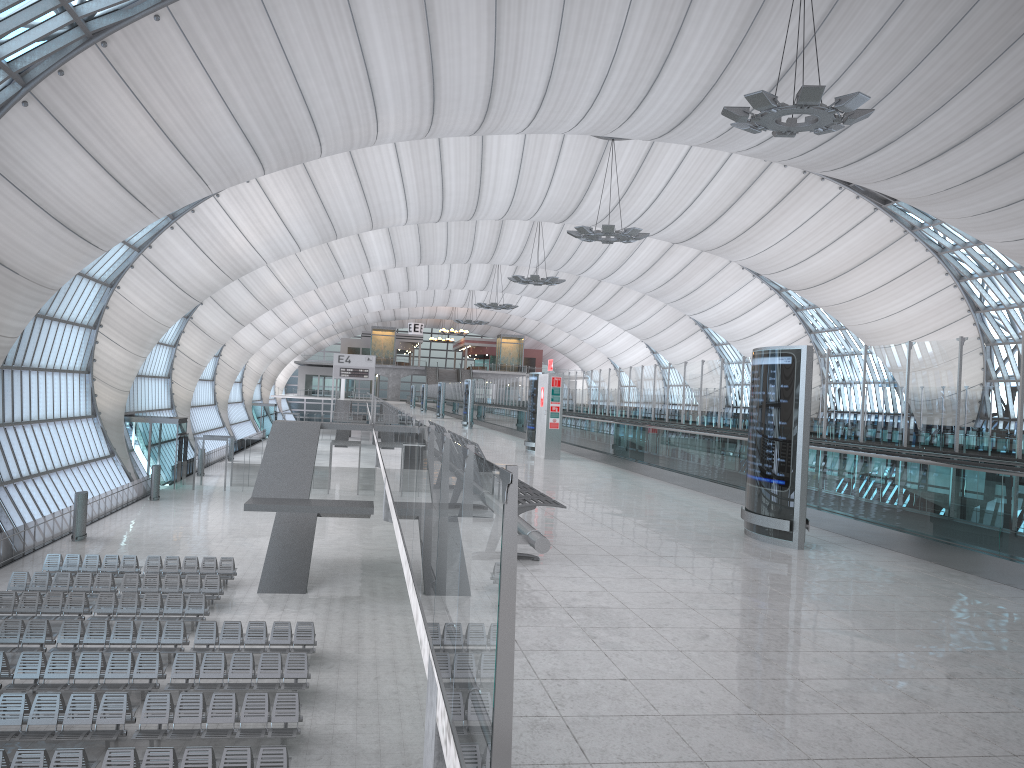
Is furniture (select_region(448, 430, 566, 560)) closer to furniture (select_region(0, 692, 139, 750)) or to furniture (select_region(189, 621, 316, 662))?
furniture (select_region(0, 692, 139, 750))

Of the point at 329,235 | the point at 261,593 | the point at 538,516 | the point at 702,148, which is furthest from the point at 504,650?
the point at 329,235

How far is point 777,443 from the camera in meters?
8.4 m

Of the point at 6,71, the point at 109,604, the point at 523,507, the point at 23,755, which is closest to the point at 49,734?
the point at 23,755

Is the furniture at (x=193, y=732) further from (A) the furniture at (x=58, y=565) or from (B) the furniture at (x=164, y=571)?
(A) the furniture at (x=58, y=565)

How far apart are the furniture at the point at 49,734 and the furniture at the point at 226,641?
3.5m

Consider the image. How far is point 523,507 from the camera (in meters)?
6.72

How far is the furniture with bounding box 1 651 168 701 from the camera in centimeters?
1677cm

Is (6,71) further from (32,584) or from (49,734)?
(49,734)

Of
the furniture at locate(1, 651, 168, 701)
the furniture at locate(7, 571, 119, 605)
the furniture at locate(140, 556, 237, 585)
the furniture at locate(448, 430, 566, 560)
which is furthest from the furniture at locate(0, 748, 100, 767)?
the furniture at locate(140, 556, 237, 585)
